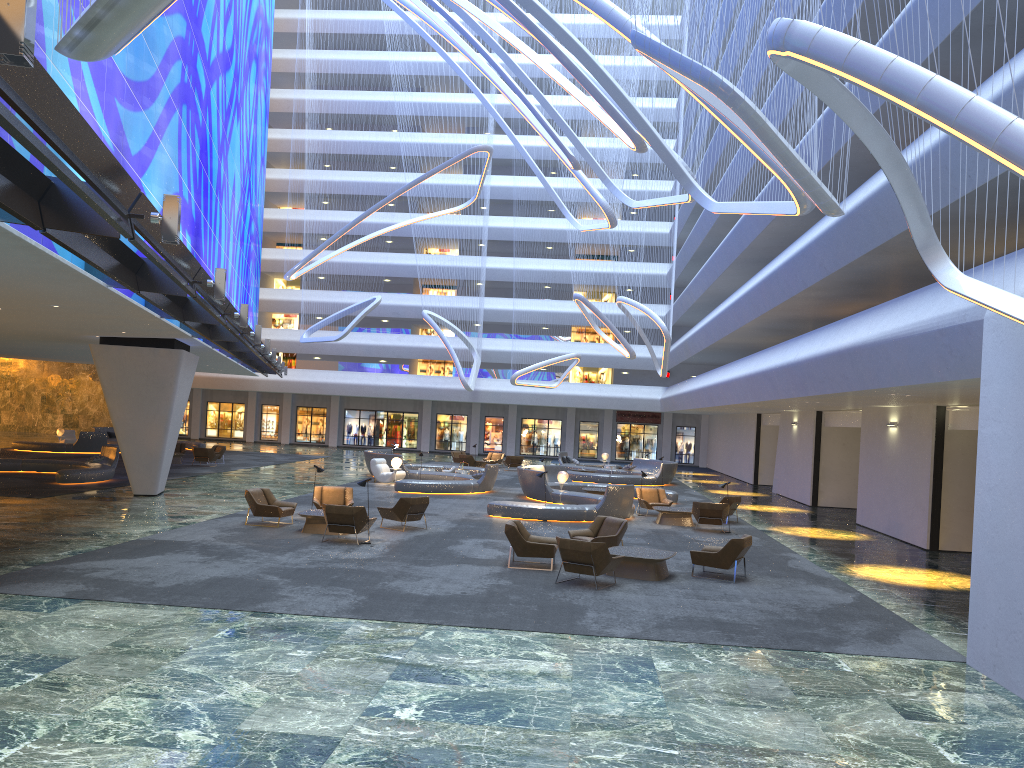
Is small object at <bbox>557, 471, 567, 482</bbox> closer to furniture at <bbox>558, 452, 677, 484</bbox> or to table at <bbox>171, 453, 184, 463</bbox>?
furniture at <bbox>558, 452, 677, 484</bbox>

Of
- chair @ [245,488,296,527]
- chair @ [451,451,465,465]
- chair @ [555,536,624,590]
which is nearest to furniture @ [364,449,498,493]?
chair @ [451,451,465,465]

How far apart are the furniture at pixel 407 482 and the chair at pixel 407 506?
8.7m

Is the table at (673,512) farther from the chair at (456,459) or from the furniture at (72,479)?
the chair at (456,459)

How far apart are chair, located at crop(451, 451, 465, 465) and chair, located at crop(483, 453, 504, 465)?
1.8m

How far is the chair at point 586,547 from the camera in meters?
13.7

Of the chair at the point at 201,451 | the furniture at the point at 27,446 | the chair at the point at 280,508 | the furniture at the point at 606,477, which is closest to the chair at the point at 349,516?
the chair at the point at 280,508

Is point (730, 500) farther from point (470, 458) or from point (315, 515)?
point (470, 458)

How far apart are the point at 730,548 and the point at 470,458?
26.9 meters

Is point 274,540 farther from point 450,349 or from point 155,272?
point 450,349
